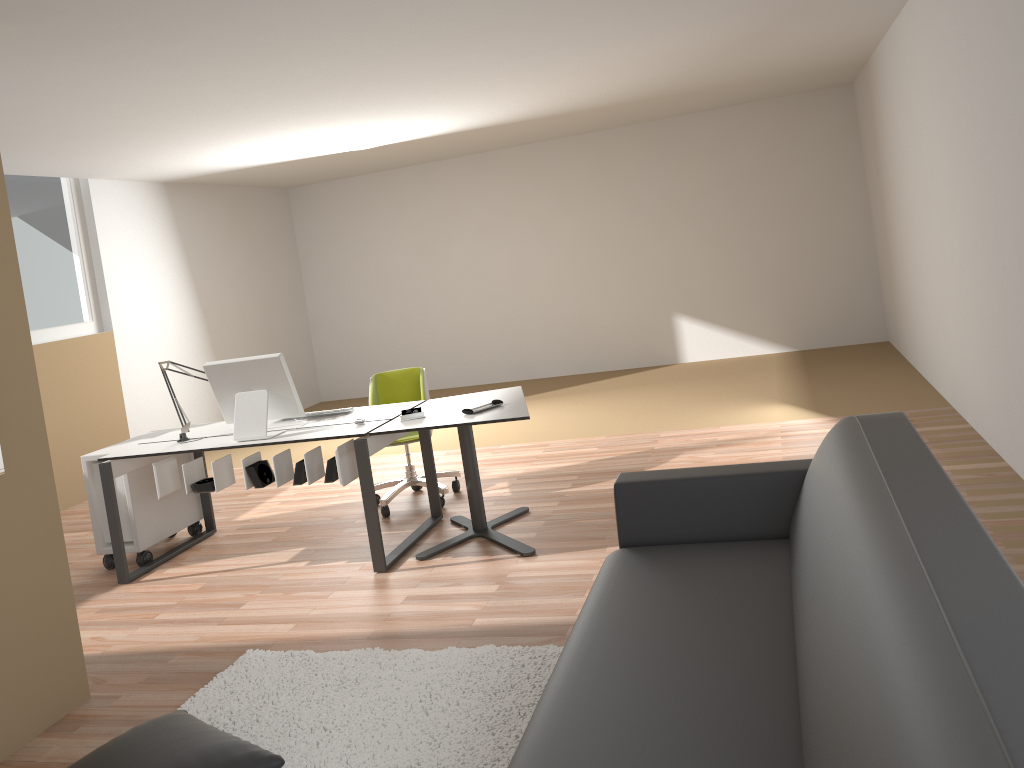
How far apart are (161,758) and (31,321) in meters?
5.4 m

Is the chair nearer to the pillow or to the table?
the table

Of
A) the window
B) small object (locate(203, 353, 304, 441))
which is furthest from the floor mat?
the window

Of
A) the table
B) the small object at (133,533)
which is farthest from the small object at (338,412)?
the small object at (133,533)

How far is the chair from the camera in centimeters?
543cm

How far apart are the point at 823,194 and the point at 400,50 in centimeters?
568cm

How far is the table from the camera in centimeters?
430cm

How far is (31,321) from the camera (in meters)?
6.91

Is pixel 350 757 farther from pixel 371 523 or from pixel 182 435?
pixel 182 435

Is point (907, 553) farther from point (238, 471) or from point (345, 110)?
point (238, 471)
